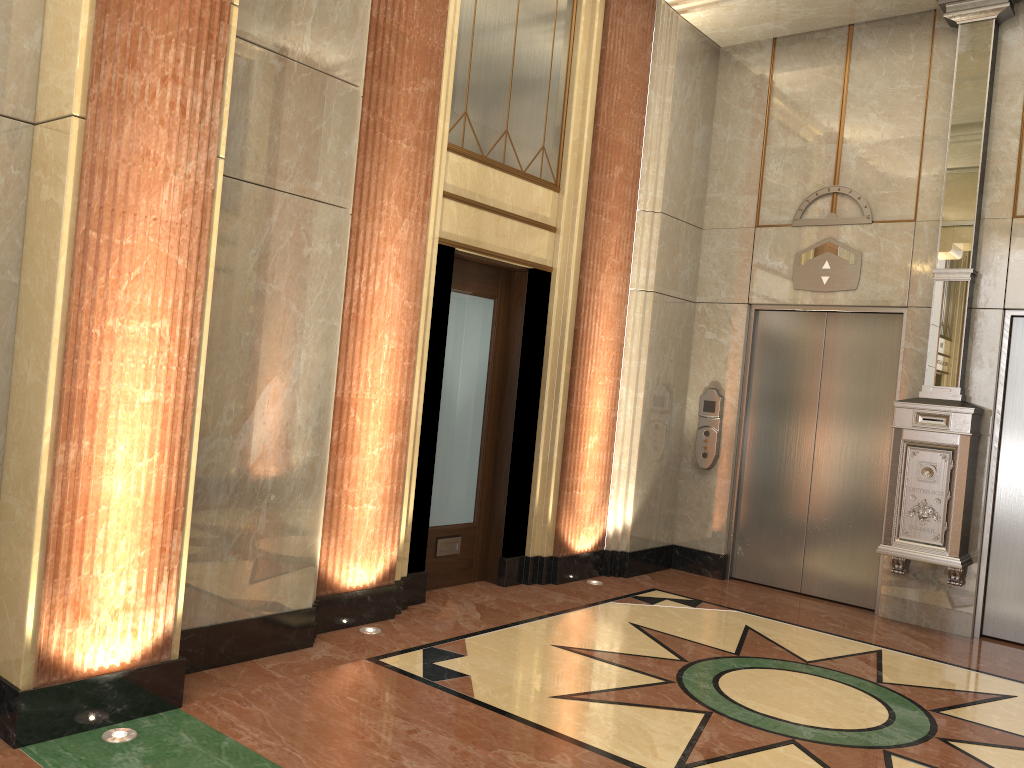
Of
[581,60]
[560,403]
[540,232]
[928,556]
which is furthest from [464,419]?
[928,556]
